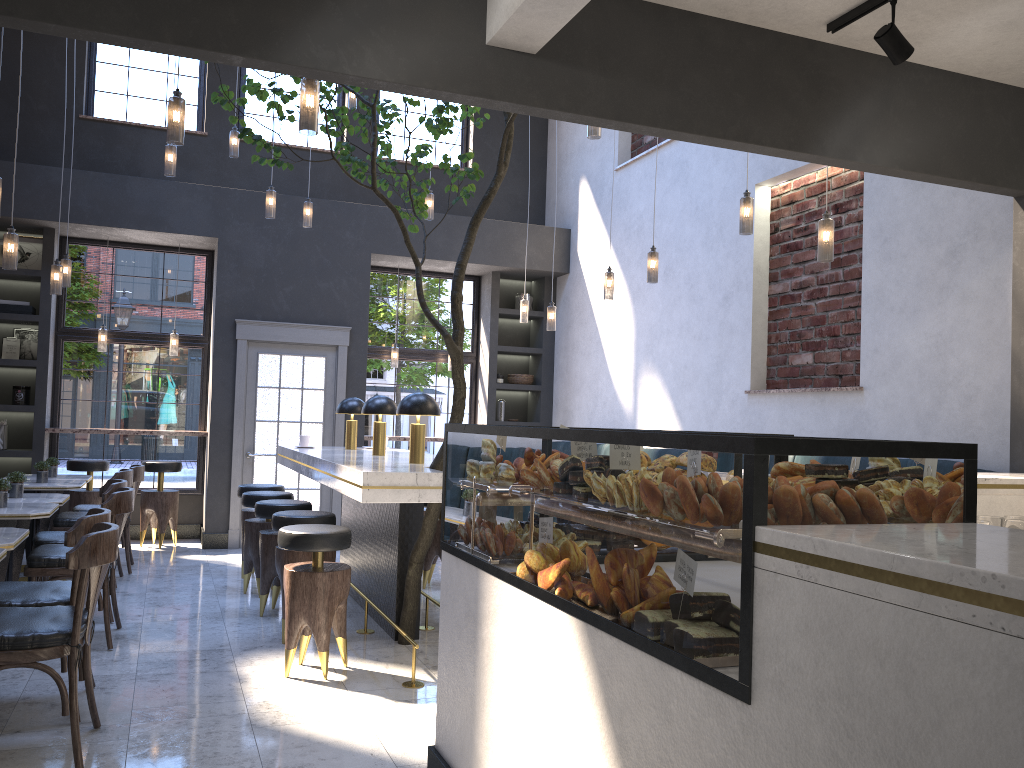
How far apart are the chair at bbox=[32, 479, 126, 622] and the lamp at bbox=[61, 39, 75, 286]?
2.2 meters

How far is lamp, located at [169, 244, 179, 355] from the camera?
8.9m

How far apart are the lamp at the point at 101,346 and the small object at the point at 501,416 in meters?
4.2

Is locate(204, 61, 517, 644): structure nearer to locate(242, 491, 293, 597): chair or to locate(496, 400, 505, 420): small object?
locate(242, 491, 293, 597): chair

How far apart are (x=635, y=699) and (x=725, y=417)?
5.4 meters

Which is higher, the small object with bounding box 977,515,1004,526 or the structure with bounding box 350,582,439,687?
the small object with bounding box 977,515,1004,526

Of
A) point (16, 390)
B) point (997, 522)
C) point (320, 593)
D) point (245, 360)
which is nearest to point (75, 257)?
point (16, 390)

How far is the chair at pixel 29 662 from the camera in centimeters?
312cm

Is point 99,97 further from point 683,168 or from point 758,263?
point 758,263

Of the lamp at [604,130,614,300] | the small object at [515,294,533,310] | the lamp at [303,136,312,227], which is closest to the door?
the lamp at [303,136,312,227]
